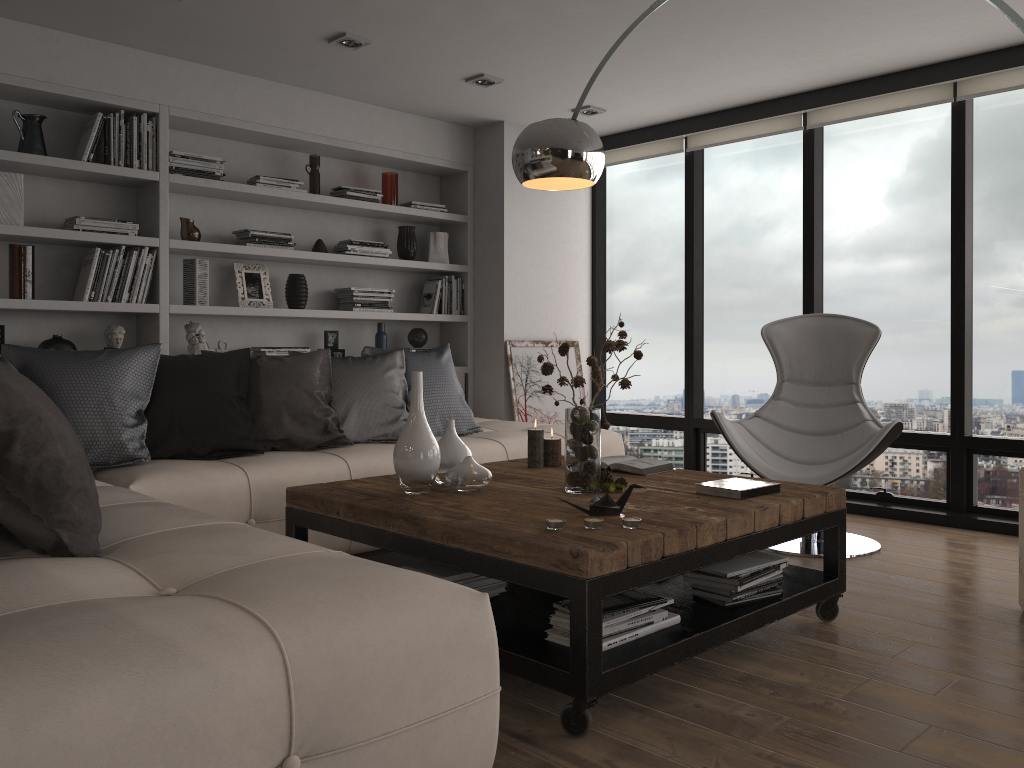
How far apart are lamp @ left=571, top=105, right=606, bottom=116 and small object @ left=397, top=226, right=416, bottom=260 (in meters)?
1.32

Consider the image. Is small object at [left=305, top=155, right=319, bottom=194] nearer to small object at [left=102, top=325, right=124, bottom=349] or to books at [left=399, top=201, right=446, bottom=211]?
books at [left=399, top=201, right=446, bottom=211]

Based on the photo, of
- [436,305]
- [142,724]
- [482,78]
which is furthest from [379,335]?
[142,724]

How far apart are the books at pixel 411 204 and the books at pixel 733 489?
3.4m

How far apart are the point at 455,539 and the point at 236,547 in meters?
0.6

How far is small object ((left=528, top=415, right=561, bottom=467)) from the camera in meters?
3.5 m

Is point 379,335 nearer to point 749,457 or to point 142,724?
point 749,457

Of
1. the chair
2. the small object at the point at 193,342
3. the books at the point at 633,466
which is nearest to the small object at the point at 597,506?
the books at the point at 633,466

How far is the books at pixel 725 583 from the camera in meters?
2.6 m

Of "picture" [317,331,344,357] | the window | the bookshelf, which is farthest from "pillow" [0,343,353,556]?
the window
